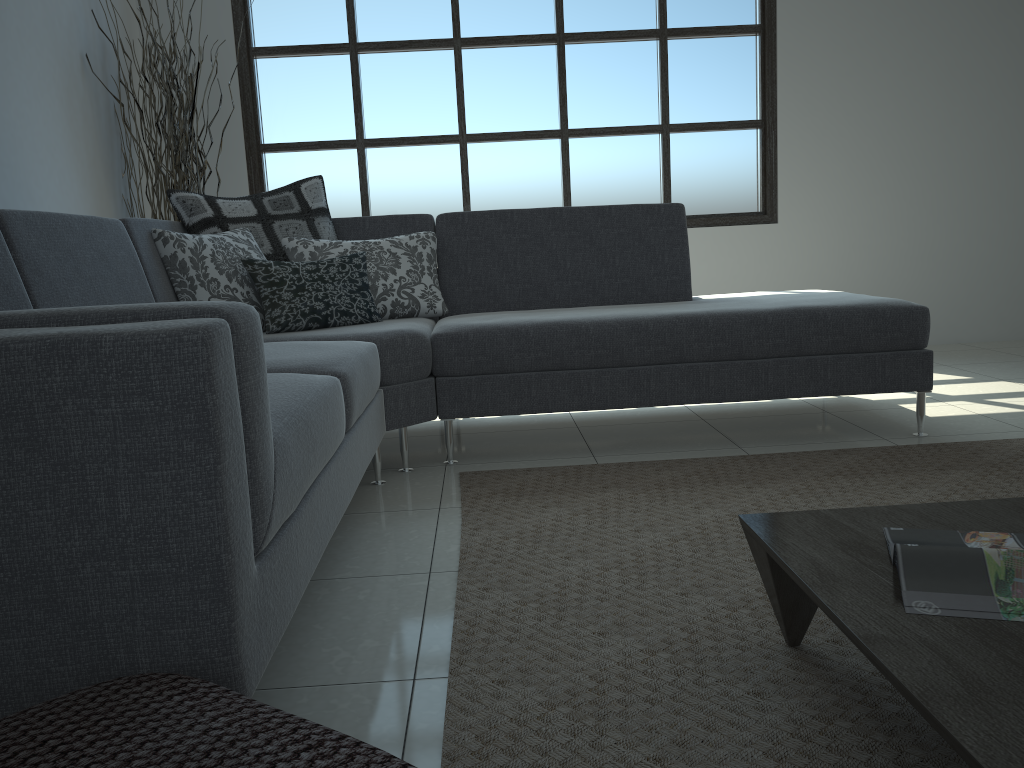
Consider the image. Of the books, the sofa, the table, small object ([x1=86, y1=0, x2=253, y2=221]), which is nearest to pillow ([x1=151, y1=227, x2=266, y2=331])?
the sofa

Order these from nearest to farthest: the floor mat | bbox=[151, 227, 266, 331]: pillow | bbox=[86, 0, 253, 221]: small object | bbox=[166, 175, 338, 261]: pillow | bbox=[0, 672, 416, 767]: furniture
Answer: bbox=[0, 672, 416, 767]: furniture < the floor mat < bbox=[151, 227, 266, 331]: pillow < bbox=[166, 175, 338, 261]: pillow < bbox=[86, 0, 253, 221]: small object

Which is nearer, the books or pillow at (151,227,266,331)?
the books

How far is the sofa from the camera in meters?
1.1

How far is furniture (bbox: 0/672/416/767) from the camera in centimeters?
83cm

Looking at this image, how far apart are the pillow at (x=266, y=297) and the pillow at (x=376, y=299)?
0.1m

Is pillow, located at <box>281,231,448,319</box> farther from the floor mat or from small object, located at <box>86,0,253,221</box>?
small object, located at <box>86,0,253,221</box>

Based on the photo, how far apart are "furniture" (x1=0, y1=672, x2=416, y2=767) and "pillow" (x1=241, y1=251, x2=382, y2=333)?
2.0 meters

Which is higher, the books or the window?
the window

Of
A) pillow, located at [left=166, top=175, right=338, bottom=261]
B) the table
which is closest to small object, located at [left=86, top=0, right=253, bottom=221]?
pillow, located at [left=166, top=175, right=338, bottom=261]
